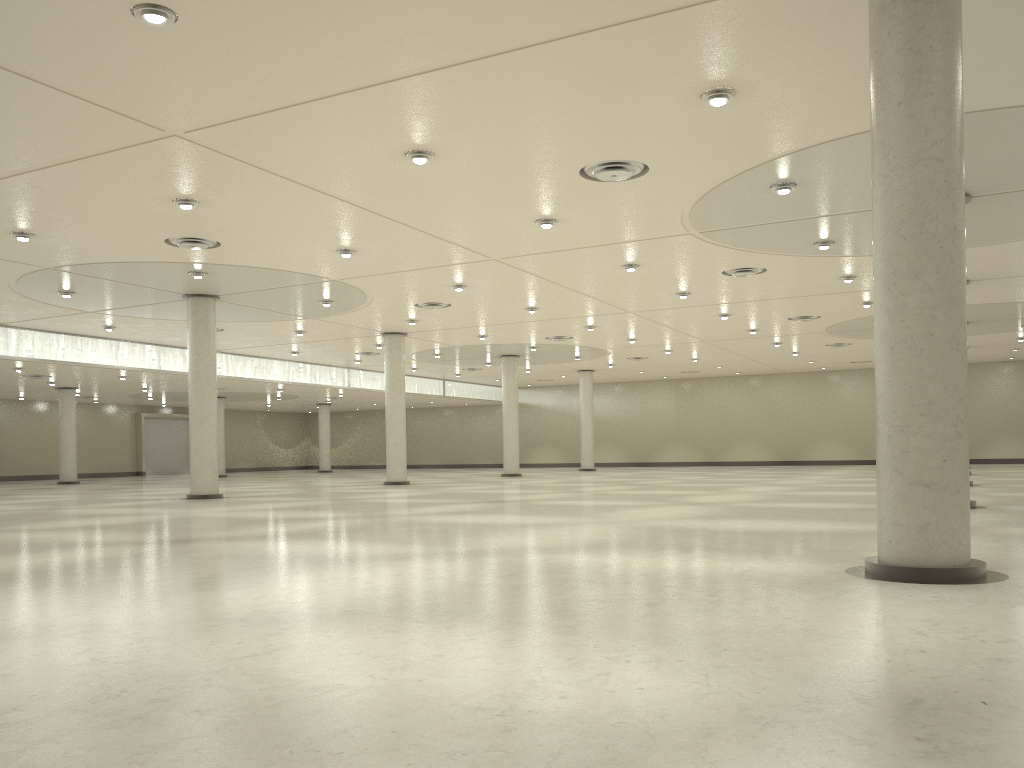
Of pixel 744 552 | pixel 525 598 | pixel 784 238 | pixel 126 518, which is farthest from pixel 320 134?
pixel 784 238

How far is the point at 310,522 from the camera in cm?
3409
